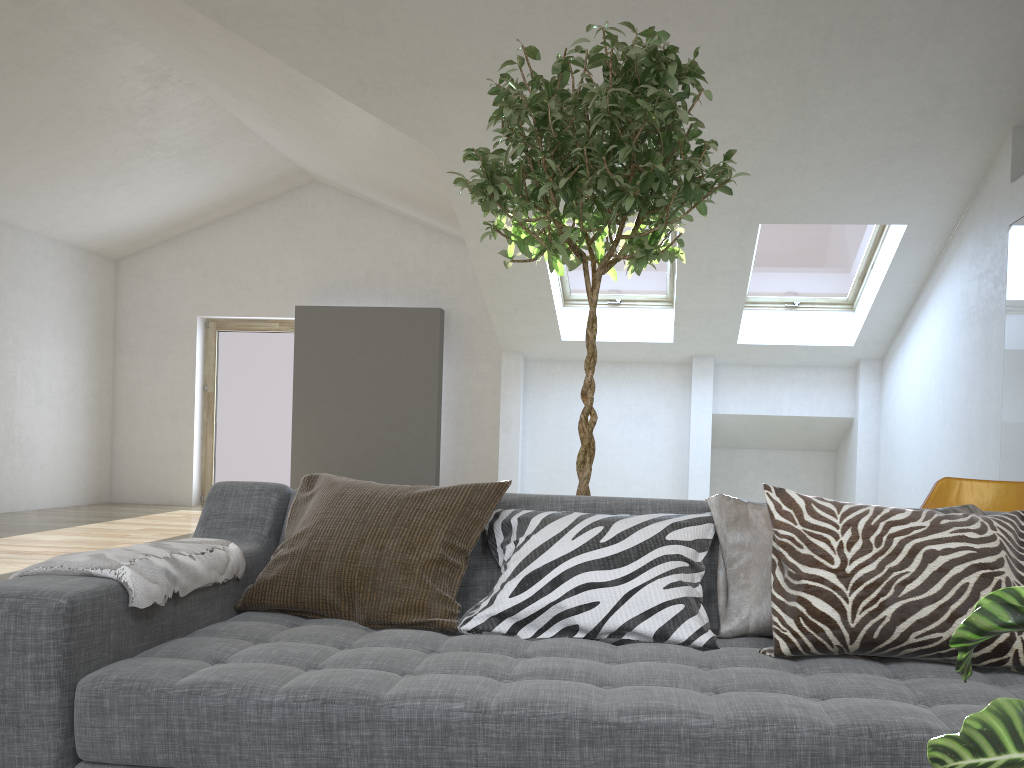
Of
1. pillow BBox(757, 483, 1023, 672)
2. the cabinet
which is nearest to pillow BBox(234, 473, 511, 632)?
pillow BBox(757, 483, 1023, 672)

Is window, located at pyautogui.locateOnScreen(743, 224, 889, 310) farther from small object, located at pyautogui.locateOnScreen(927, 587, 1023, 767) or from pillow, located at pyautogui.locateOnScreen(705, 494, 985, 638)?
small object, located at pyautogui.locateOnScreen(927, 587, 1023, 767)

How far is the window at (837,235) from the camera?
7.20m

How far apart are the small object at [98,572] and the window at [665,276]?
5.9 meters

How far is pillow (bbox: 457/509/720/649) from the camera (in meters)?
1.82

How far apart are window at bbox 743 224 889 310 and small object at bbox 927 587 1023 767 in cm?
694

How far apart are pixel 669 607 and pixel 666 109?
1.30m

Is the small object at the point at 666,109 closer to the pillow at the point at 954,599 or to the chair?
the pillow at the point at 954,599

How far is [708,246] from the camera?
6.8 meters

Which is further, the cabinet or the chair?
the cabinet
